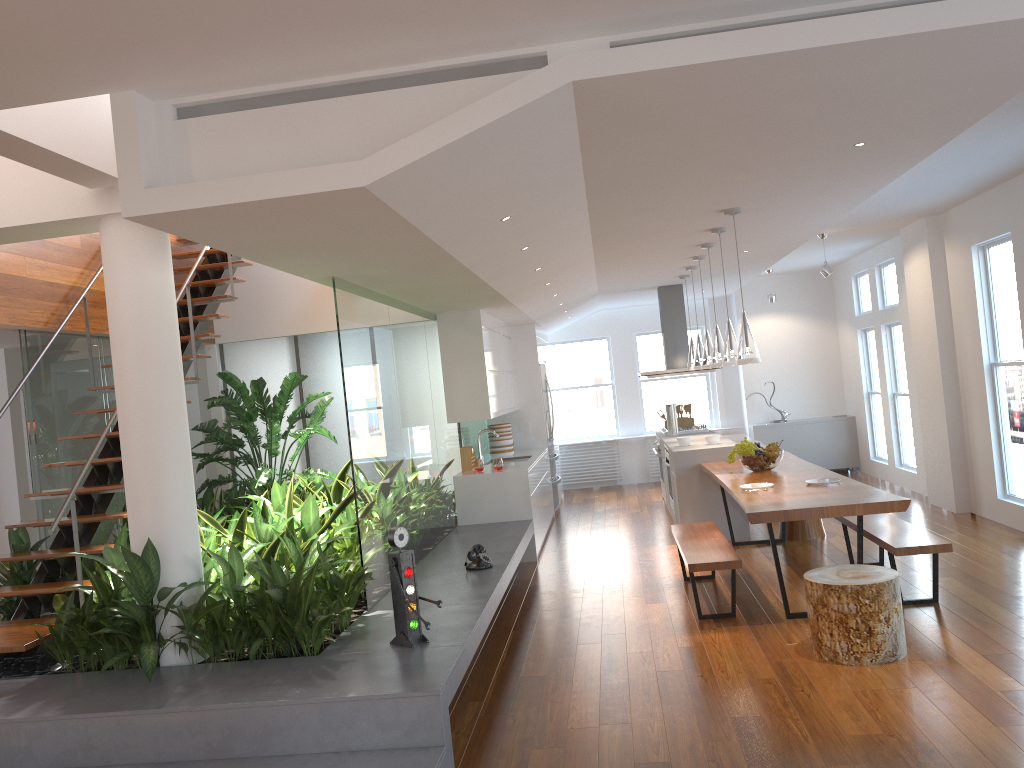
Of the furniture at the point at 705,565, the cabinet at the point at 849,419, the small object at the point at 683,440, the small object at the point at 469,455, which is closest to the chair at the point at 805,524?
the small object at the point at 683,440

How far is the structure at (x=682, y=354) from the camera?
10.1 meters

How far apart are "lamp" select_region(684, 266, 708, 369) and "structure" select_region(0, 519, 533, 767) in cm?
229

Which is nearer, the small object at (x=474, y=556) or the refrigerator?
the small object at (x=474, y=556)

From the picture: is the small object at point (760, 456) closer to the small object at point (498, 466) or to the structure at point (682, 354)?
Result: the small object at point (498, 466)

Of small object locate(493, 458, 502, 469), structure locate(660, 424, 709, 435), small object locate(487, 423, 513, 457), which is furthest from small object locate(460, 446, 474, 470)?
structure locate(660, 424, 709, 435)

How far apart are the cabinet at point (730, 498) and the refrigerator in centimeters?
129cm

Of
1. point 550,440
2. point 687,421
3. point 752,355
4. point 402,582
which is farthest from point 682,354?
point 402,582

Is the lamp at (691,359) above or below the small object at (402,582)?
above

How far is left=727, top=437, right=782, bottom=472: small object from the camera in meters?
6.8 m
